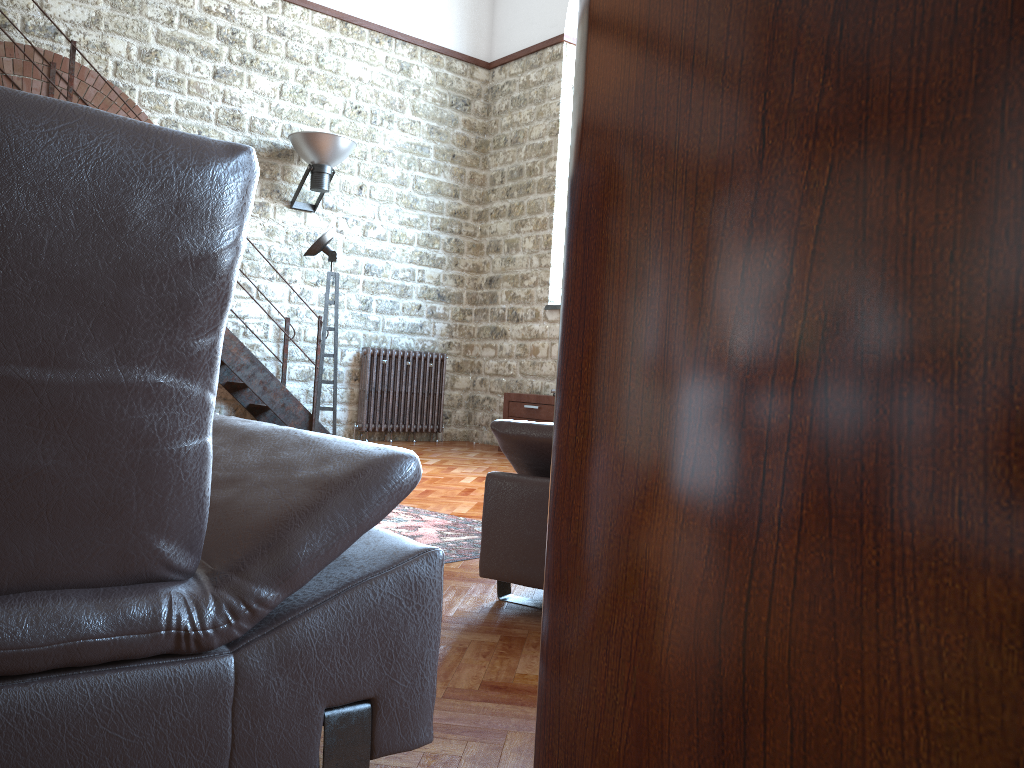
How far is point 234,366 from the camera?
7.68m

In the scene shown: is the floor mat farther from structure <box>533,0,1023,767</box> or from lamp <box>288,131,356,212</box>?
lamp <box>288,131,356,212</box>

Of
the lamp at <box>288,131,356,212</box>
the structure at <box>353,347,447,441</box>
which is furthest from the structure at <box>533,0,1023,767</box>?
the structure at <box>353,347,447,441</box>

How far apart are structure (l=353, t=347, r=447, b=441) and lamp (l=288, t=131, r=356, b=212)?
1.5 meters

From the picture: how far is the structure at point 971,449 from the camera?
0.1 meters

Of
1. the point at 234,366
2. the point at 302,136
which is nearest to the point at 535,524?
the point at 234,366

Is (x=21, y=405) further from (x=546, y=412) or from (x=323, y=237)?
(x=546, y=412)

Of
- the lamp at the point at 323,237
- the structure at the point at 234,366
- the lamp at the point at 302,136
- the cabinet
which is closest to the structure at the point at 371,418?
the structure at the point at 234,366

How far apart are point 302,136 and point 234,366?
2.27m

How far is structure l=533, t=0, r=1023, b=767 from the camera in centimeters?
8cm
